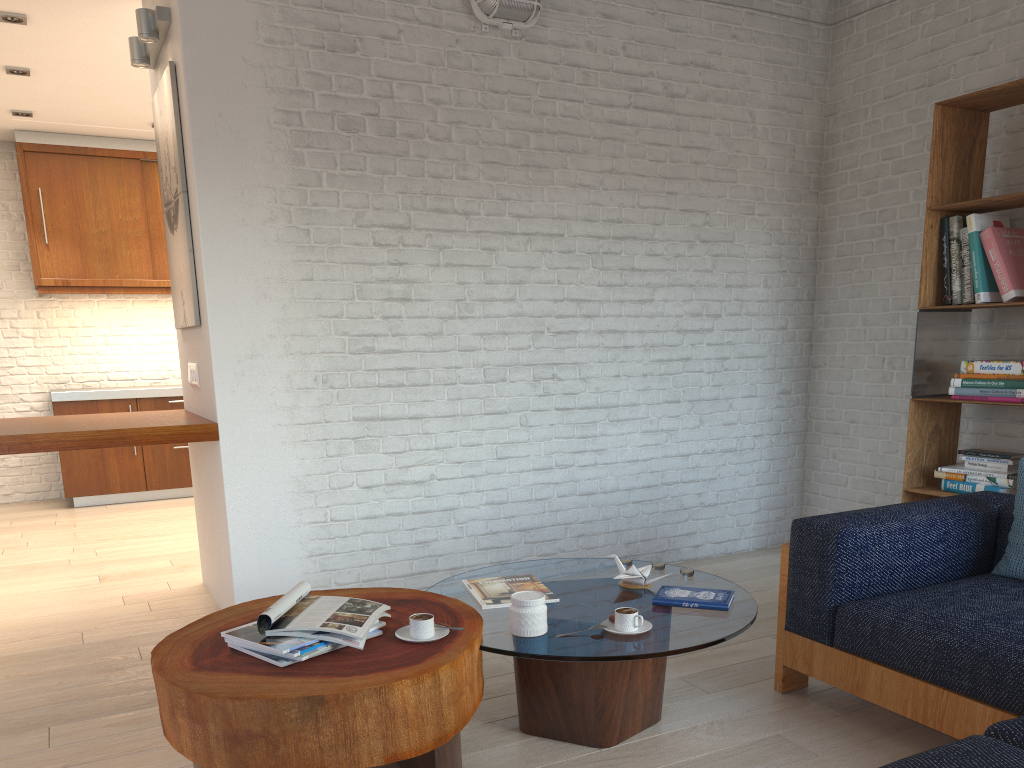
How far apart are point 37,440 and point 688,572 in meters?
2.5 m

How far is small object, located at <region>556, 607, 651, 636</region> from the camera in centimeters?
238cm

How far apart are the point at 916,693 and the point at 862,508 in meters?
2.5 m

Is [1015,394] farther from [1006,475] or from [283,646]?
[283,646]

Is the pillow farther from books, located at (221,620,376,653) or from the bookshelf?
books, located at (221,620,376,653)

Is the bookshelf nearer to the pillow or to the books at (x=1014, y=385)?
the books at (x=1014, y=385)

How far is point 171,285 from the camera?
4.3 meters

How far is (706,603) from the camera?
2.6m

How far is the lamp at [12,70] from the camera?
5.3 meters

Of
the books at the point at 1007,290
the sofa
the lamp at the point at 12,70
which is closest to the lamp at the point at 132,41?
the lamp at the point at 12,70
